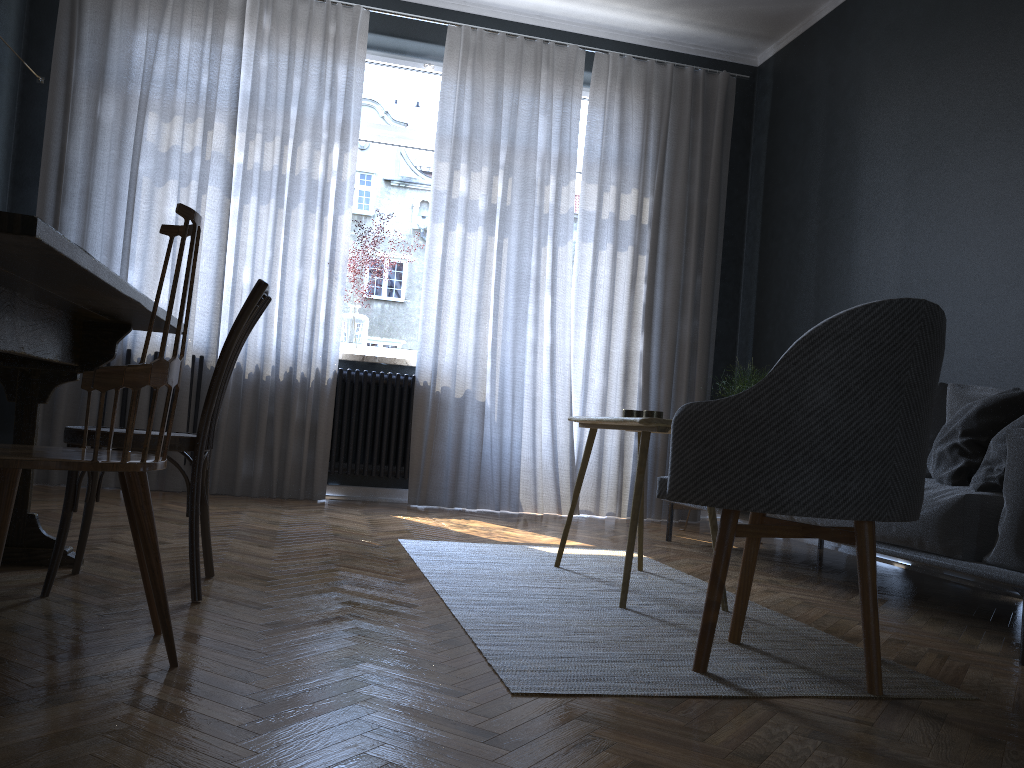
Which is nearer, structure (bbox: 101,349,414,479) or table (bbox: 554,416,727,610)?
table (bbox: 554,416,727,610)

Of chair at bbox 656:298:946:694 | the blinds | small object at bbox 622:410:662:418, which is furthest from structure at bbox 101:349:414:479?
chair at bbox 656:298:946:694

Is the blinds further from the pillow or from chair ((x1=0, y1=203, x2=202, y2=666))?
chair ((x1=0, y1=203, x2=202, y2=666))

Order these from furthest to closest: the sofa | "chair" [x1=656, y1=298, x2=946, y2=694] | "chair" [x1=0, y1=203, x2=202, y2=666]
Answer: the sofa
"chair" [x1=656, y1=298, x2=946, y2=694]
"chair" [x1=0, y1=203, x2=202, y2=666]

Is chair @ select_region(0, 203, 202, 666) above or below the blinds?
below

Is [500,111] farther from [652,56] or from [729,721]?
[729,721]

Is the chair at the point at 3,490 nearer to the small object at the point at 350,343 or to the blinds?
the blinds

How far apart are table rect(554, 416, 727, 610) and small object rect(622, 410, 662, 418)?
0.10m

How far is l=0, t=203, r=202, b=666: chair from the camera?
1.48m

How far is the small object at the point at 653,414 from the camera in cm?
285
